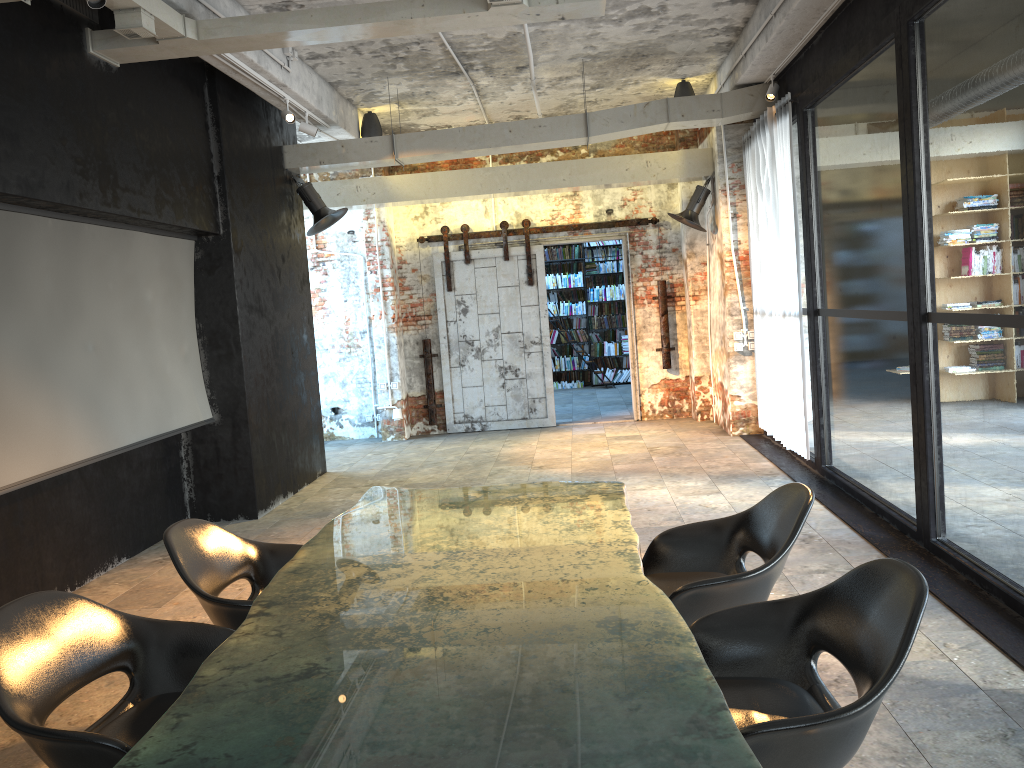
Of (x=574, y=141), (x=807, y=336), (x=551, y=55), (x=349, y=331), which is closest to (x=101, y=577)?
(x=574, y=141)

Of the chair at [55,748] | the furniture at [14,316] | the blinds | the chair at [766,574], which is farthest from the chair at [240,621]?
the blinds

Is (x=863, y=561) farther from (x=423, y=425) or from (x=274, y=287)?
(x=423, y=425)

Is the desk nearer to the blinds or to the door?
the blinds

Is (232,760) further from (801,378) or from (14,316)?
(801,378)

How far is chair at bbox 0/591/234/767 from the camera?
2.3 meters

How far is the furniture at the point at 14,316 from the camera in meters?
4.9

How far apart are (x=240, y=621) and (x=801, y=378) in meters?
5.7

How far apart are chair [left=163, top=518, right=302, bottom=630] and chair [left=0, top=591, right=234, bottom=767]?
0.2m

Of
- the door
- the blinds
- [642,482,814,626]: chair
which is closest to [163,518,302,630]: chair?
[642,482,814,626]: chair
